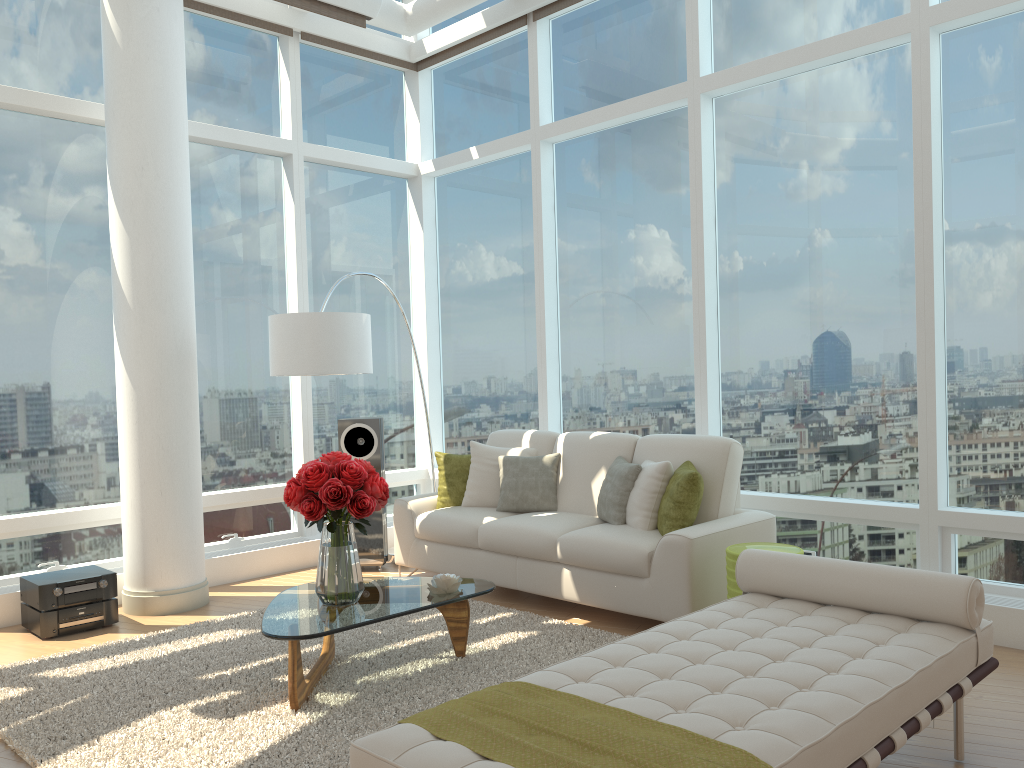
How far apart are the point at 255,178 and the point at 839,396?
4.7 meters

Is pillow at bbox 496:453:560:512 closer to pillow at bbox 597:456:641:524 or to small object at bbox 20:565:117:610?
pillow at bbox 597:456:641:524

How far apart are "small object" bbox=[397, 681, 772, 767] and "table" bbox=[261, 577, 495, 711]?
1.2m

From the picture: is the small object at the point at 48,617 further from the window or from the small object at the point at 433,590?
the small object at the point at 433,590

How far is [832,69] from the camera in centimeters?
541cm

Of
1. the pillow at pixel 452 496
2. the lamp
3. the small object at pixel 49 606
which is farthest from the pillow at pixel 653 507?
the small object at pixel 49 606

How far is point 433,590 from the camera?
4.3 meters

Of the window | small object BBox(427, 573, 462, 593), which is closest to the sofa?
the window

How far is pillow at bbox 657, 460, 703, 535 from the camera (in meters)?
4.93

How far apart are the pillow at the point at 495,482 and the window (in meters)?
0.69
